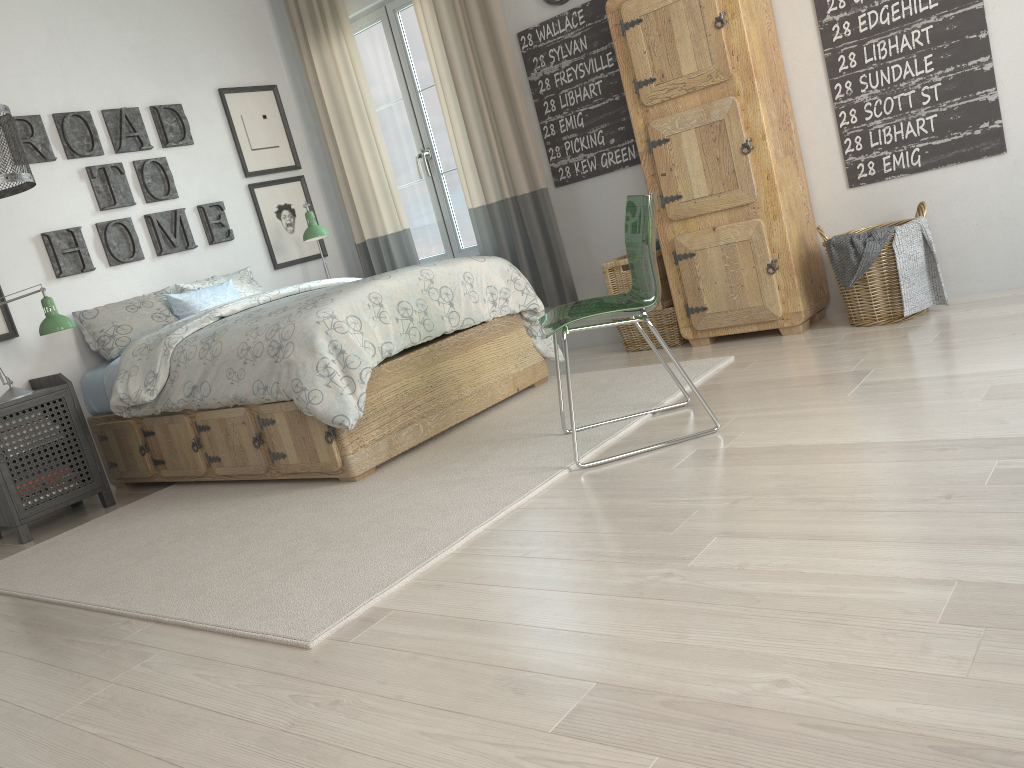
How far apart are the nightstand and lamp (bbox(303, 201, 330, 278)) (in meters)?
1.51

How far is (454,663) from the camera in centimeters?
171cm

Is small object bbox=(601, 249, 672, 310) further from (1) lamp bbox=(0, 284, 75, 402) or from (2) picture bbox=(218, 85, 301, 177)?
(1) lamp bbox=(0, 284, 75, 402)

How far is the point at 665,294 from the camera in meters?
4.2

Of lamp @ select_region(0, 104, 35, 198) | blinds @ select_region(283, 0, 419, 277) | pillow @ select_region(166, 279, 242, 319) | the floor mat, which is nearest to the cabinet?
the floor mat

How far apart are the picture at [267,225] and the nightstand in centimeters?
158cm

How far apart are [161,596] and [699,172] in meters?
2.7 m

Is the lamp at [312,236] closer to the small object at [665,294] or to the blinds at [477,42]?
the blinds at [477,42]

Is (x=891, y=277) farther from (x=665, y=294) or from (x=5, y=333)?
(x=5, y=333)

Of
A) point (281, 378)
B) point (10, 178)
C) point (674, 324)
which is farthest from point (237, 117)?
point (674, 324)
